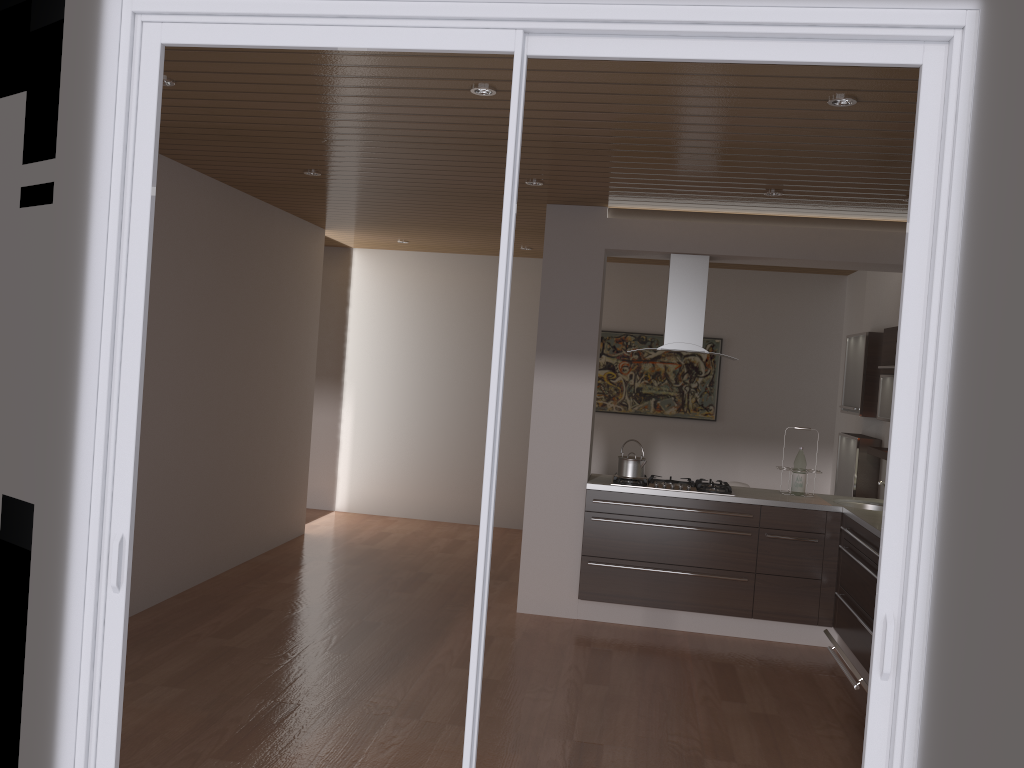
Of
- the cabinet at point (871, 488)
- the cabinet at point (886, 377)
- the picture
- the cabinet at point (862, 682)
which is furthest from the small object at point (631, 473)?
the picture

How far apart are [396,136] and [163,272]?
1.9m

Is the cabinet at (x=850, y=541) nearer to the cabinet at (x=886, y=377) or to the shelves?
the shelves

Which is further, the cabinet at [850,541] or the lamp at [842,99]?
the cabinet at [850,541]

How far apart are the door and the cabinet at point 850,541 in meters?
2.5 m

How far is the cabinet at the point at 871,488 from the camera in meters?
6.2 m

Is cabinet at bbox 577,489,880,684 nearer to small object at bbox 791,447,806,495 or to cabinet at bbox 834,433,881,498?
small object at bbox 791,447,806,495

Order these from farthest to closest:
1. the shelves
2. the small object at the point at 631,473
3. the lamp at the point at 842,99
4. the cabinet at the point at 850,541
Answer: the small object at the point at 631,473 → the shelves → the cabinet at the point at 850,541 → the lamp at the point at 842,99

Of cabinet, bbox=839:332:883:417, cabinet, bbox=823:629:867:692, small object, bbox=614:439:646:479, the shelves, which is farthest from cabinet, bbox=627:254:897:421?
cabinet, bbox=823:629:867:692

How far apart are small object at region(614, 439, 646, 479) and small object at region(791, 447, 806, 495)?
1.0m
